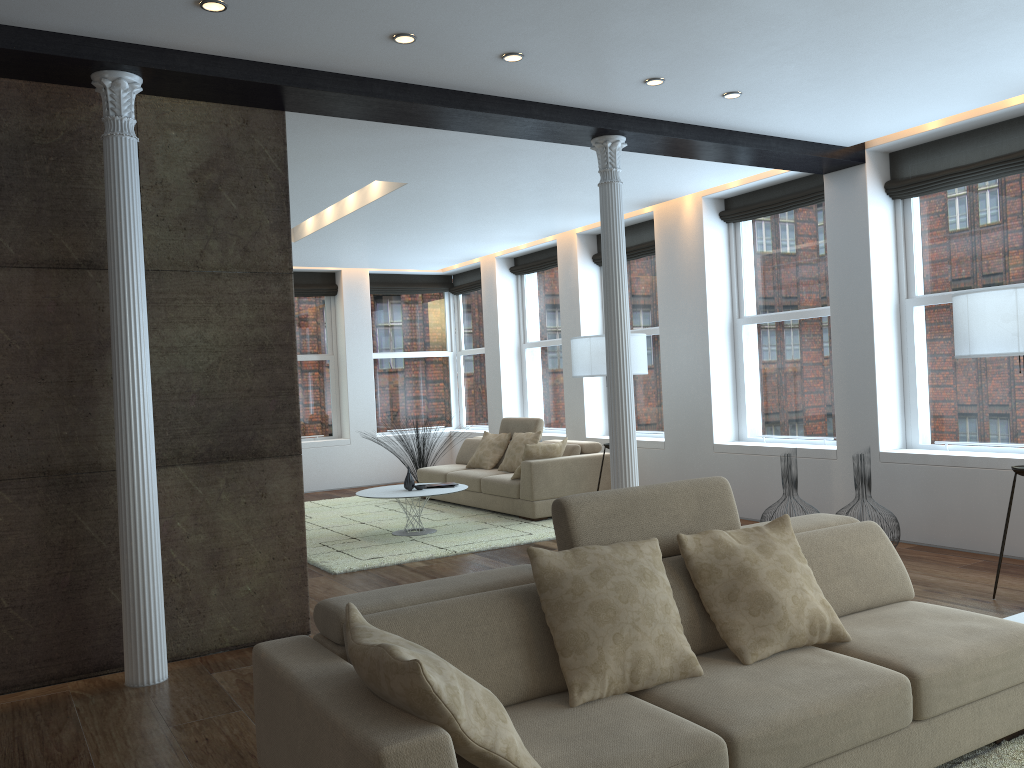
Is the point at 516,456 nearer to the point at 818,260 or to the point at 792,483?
the point at 792,483

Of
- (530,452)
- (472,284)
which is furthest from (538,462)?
(472,284)

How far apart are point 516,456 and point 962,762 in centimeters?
662cm

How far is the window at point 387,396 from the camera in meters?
12.8

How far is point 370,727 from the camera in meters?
2.0

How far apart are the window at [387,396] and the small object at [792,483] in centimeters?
737cm

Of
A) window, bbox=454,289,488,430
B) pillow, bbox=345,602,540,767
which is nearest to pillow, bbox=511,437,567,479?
window, bbox=454,289,488,430

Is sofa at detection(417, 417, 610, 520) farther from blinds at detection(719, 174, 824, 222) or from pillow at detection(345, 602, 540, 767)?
pillow at detection(345, 602, 540, 767)

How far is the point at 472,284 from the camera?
12.7m

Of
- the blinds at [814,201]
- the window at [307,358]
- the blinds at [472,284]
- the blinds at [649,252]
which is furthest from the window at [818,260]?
the window at [307,358]
